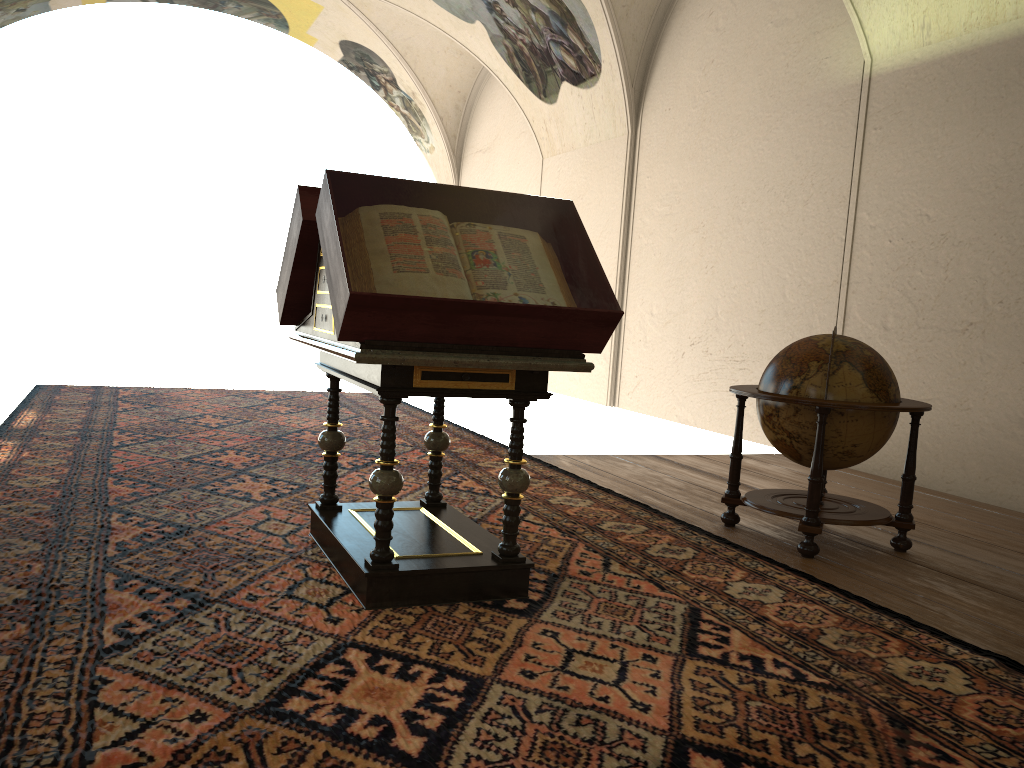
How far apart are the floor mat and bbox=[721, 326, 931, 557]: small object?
0.4m

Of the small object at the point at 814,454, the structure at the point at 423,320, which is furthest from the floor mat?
the small object at the point at 814,454

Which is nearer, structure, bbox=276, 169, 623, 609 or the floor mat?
the floor mat

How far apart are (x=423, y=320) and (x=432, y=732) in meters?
1.6 m

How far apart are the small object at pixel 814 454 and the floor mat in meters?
0.4 m

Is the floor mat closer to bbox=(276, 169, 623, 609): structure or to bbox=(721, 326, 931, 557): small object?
bbox=(276, 169, 623, 609): structure

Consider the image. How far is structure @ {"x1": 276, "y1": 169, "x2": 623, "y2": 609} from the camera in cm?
370

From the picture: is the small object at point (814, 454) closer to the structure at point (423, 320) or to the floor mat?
the floor mat

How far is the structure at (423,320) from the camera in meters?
3.7

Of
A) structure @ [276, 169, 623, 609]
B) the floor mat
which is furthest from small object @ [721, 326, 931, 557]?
structure @ [276, 169, 623, 609]
